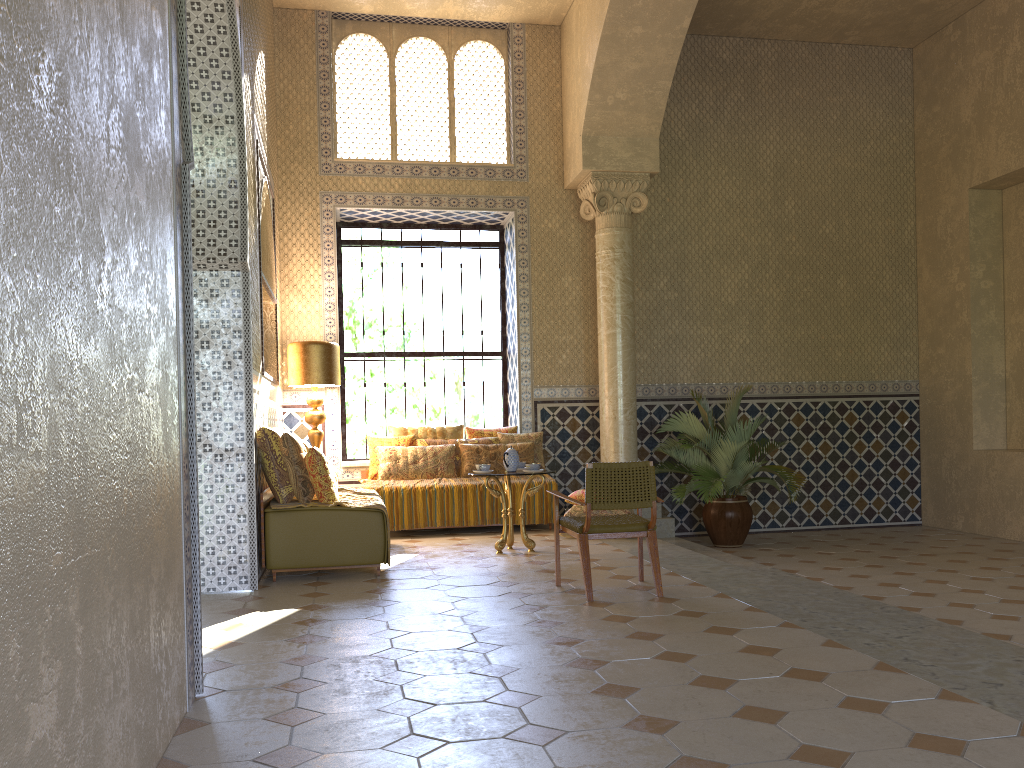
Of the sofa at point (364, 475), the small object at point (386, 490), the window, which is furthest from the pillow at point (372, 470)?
the window

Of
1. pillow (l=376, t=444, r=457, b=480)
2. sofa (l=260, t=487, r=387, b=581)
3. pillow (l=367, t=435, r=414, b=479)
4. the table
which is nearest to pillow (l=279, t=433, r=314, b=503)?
sofa (l=260, t=487, r=387, b=581)

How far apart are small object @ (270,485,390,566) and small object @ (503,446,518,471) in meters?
1.6 m

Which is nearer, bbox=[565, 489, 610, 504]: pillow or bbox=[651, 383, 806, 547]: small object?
bbox=[565, 489, 610, 504]: pillow

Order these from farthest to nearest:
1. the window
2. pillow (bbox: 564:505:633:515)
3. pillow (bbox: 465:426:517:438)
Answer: the window, pillow (bbox: 465:426:517:438), pillow (bbox: 564:505:633:515)

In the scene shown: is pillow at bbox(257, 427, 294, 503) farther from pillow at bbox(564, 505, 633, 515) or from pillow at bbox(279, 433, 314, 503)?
pillow at bbox(564, 505, 633, 515)

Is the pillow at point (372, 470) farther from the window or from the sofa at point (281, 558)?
the sofa at point (281, 558)

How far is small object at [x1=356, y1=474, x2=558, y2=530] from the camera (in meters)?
12.43

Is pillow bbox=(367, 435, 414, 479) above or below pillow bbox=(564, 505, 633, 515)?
above

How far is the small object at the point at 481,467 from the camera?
10.70m
